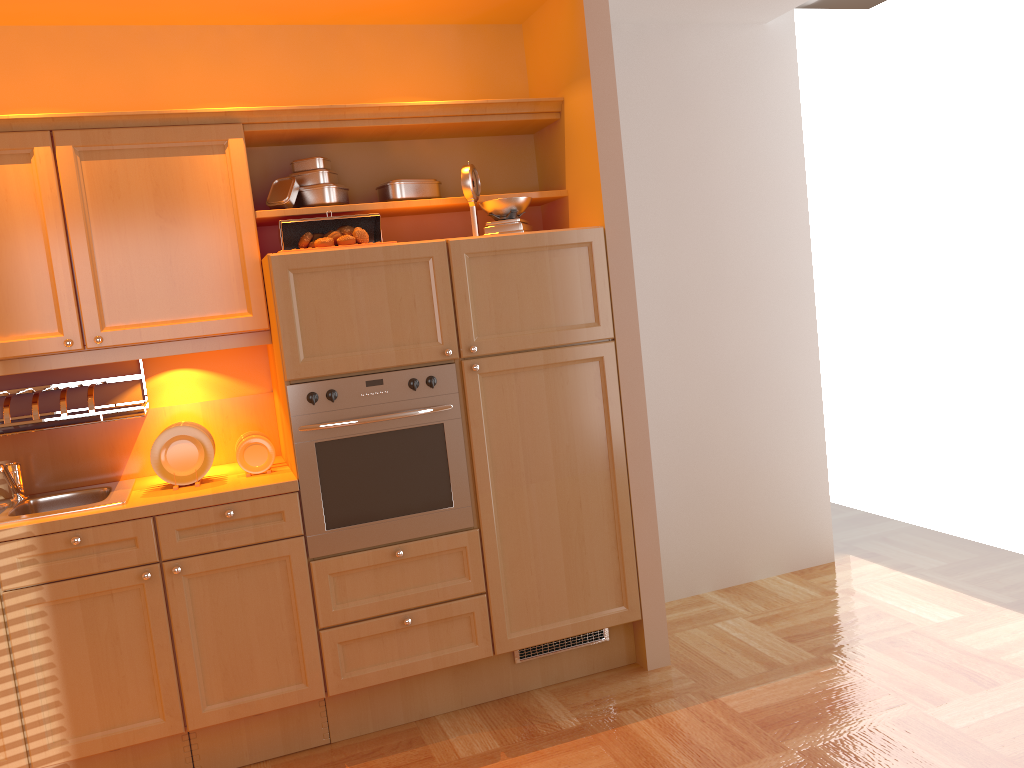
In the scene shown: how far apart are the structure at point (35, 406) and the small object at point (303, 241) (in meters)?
0.81

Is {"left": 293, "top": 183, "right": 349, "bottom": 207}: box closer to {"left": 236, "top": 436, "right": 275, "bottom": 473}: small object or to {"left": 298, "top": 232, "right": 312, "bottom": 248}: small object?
{"left": 298, "top": 232, "right": 312, "bottom": 248}: small object

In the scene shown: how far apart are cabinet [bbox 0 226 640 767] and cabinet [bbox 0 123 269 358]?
0.1 meters

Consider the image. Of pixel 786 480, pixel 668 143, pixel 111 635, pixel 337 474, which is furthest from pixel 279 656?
pixel 668 143

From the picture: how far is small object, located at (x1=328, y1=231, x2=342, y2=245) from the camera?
3.1 meters

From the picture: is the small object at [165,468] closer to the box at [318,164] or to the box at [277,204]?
the box at [277,204]

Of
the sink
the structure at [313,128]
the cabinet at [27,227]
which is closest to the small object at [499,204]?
the structure at [313,128]

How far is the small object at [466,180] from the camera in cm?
322

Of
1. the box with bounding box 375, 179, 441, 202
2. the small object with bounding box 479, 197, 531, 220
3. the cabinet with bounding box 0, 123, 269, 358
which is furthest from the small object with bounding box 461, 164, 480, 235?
the cabinet with bounding box 0, 123, 269, 358

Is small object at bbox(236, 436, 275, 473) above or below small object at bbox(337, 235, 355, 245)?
below
